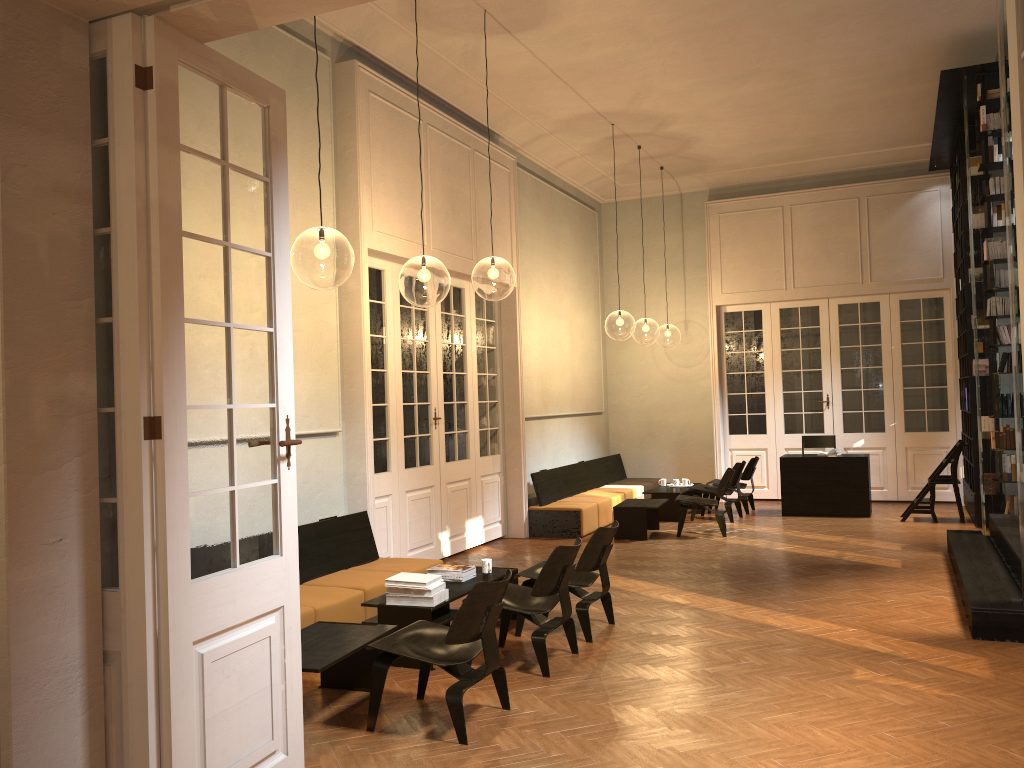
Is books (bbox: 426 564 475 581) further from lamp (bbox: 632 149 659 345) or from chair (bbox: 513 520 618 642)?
lamp (bbox: 632 149 659 345)

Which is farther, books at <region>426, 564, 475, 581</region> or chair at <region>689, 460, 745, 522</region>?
chair at <region>689, 460, 745, 522</region>

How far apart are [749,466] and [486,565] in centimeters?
697cm

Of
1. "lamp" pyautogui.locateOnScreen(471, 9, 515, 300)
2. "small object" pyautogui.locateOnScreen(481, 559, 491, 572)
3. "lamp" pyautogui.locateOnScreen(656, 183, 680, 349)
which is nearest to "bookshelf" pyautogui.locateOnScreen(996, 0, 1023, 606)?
"small object" pyautogui.locateOnScreen(481, 559, 491, 572)

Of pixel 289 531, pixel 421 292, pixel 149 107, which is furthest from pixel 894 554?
pixel 421 292

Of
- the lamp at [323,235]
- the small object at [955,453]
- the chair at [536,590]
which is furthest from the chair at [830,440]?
the chair at [536,590]

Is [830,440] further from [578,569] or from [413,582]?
[413,582]

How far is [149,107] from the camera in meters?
3.3 m

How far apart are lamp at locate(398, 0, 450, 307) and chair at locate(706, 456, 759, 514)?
5.2m

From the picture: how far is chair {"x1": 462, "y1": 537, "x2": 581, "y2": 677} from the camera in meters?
5.6 m
